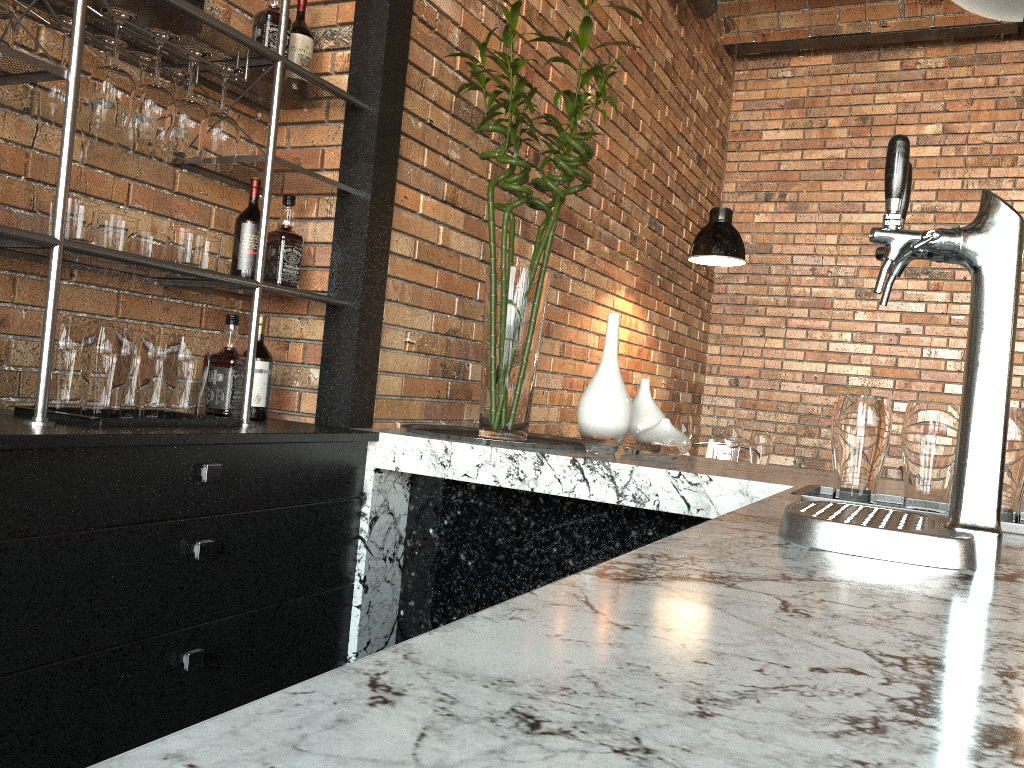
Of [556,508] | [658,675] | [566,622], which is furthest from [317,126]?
[658,675]

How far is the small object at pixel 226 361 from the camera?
2.3m

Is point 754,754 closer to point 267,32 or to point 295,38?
point 267,32

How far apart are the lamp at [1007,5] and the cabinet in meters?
1.5 m

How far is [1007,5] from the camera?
1.29m

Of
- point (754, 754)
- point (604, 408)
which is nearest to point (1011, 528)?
point (604, 408)

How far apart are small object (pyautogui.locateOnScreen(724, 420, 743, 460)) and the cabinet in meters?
2.2 m

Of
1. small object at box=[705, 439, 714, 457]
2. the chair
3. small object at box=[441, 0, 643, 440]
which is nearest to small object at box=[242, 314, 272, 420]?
small object at box=[441, 0, 643, 440]

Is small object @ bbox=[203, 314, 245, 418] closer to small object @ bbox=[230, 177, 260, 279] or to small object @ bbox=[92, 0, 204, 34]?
small object @ bbox=[230, 177, 260, 279]

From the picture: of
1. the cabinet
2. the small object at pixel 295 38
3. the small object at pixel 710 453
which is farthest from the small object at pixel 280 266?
the small object at pixel 710 453
